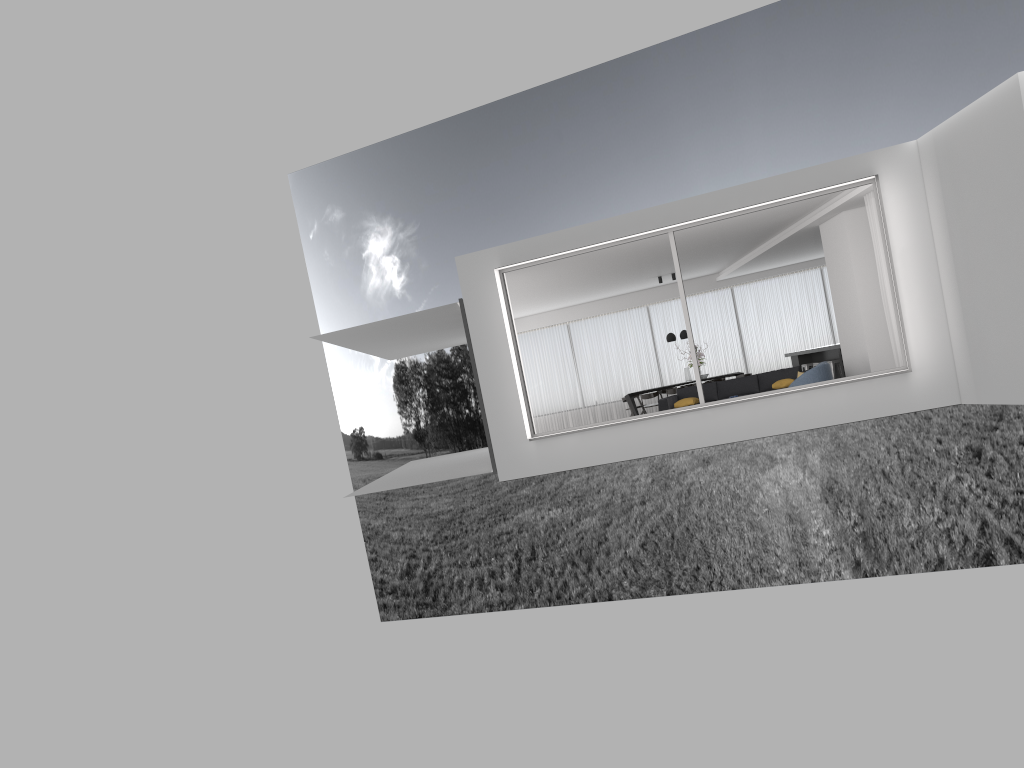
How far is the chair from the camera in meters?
12.4 m

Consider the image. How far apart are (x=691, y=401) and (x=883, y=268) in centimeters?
429cm

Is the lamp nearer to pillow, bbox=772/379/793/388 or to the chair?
pillow, bbox=772/379/793/388

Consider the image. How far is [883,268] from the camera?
11.9 meters

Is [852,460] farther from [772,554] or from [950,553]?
[772,554]

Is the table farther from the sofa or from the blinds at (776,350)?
the sofa

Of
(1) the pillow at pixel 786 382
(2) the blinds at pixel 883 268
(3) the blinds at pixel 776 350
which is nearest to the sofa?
(1) the pillow at pixel 786 382

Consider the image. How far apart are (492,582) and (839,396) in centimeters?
3258cm

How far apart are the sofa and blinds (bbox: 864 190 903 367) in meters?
3.1

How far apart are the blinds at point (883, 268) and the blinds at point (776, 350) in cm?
838
